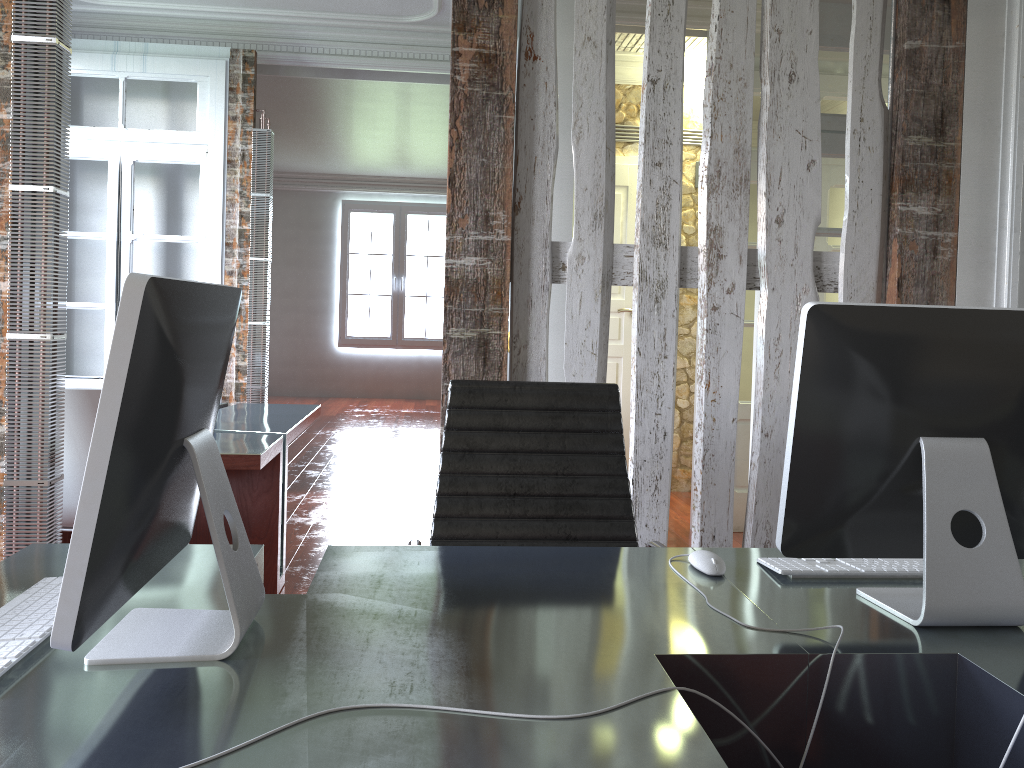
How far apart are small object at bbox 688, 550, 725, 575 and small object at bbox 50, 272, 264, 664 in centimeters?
77cm

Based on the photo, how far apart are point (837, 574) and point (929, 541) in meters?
0.3 m

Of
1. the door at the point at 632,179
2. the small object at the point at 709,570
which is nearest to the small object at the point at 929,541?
the small object at the point at 709,570

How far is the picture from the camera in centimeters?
1181cm

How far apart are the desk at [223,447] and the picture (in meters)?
7.16

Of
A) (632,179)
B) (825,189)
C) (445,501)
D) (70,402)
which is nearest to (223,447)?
(70,402)

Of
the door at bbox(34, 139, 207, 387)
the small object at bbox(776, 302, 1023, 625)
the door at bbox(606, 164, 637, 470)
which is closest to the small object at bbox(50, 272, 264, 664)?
the small object at bbox(776, 302, 1023, 625)

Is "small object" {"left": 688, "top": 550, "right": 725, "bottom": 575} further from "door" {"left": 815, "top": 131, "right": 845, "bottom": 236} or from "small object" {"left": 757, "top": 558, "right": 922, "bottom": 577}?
"door" {"left": 815, "top": 131, "right": 845, "bottom": 236}

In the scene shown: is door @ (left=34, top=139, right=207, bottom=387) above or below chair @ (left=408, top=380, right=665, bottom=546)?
above

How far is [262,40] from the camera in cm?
560
